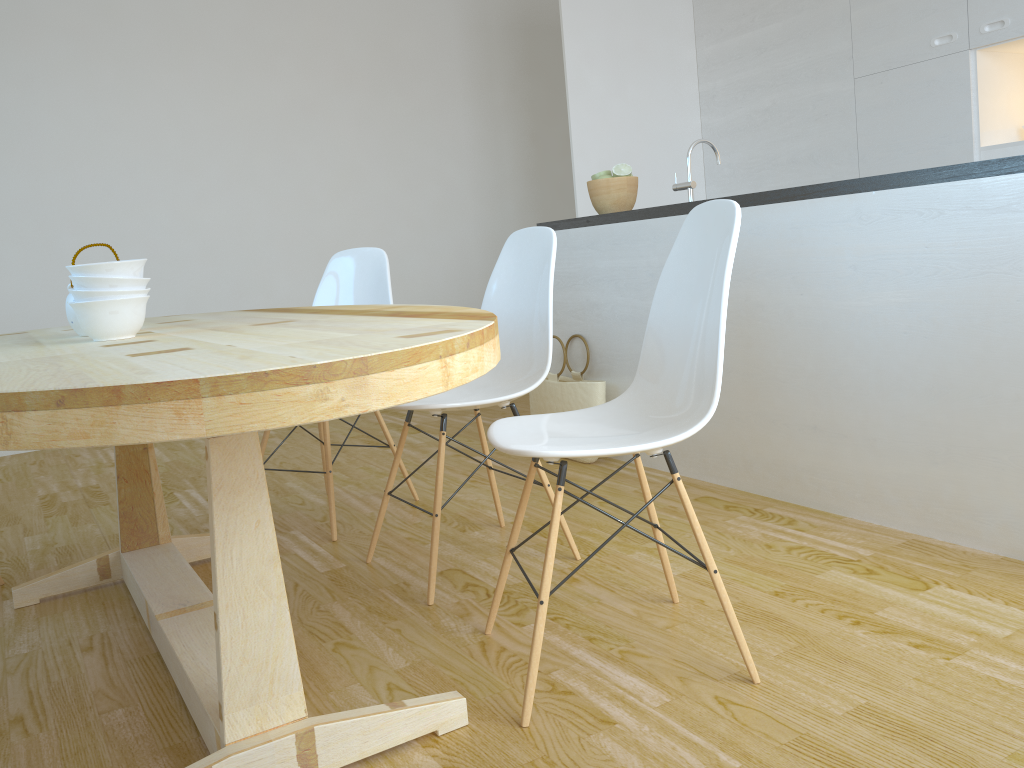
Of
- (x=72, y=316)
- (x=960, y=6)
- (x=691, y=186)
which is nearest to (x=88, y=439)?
(x=72, y=316)

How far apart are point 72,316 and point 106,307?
A: 0.3m

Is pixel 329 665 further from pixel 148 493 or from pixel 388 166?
pixel 388 166

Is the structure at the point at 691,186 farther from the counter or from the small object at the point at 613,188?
the small object at the point at 613,188

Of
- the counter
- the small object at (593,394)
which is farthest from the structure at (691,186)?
the small object at (593,394)

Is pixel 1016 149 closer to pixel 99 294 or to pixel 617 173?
pixel 617 173

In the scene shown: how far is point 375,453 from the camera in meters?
4.0

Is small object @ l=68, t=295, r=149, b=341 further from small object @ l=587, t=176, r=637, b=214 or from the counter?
small object @ l=587, t=176, r=637, b=214

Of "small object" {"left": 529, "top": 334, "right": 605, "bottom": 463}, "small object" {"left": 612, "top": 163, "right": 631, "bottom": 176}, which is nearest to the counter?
"small object" {"left": 612, "top": 163, "right": 631, "bottom": 176}

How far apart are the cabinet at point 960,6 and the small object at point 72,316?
3.66m
